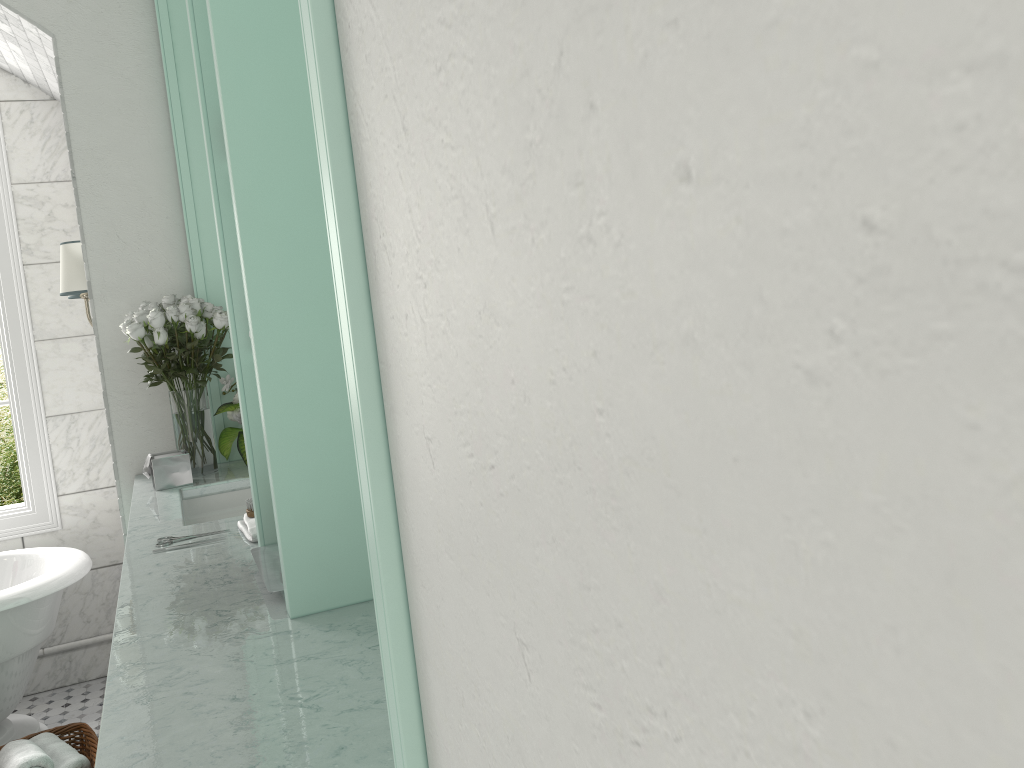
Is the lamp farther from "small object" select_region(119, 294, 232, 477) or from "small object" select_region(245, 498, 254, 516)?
"small object" select_region(245, 498, 254, 516)

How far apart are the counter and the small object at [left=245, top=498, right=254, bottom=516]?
0.1m

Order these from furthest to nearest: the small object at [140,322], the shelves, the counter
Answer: the small object at [140,322] < the counter < the shelves

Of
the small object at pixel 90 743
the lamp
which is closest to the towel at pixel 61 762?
the small object at pixel 90 743

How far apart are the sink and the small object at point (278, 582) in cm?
110

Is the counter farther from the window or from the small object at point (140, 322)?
the window

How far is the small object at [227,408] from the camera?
3.1 meters

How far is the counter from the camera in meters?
1.1

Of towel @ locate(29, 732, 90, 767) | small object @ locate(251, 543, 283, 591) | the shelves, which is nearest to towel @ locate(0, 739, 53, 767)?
towel @ locate(29, 732, 90, 767)

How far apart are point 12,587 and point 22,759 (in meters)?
0.75
